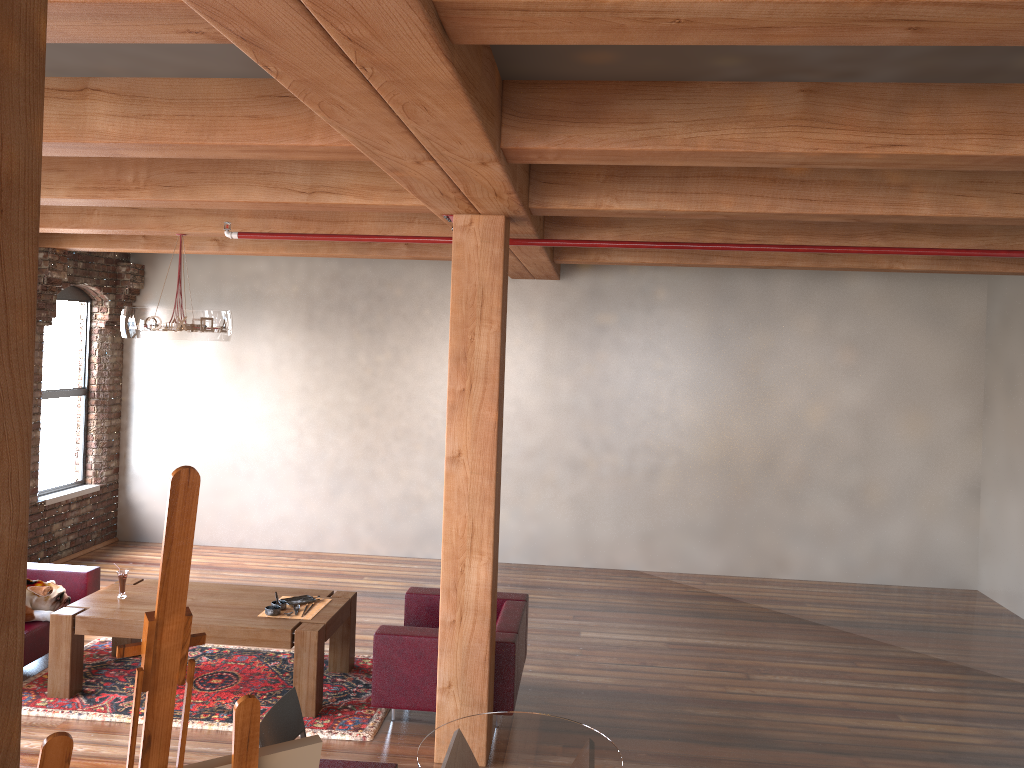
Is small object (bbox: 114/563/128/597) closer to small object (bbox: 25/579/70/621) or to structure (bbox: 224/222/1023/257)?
small object (bbox: 25/579/70/621)

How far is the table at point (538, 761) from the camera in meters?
3.1 m

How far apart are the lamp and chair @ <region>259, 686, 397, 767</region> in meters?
3.7 m

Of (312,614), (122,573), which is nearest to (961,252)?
(312,614)

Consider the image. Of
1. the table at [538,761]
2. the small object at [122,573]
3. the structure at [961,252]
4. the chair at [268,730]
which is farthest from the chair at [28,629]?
the table at [538,761]

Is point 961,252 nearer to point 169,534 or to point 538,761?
point 538,761

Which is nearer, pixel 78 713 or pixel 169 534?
pixel 169 534

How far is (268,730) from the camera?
3.2 meters

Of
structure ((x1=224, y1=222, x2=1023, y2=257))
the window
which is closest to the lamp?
structure ((x1=224, y1=222, x2=1023, y2=257))

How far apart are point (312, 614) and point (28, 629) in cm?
191
